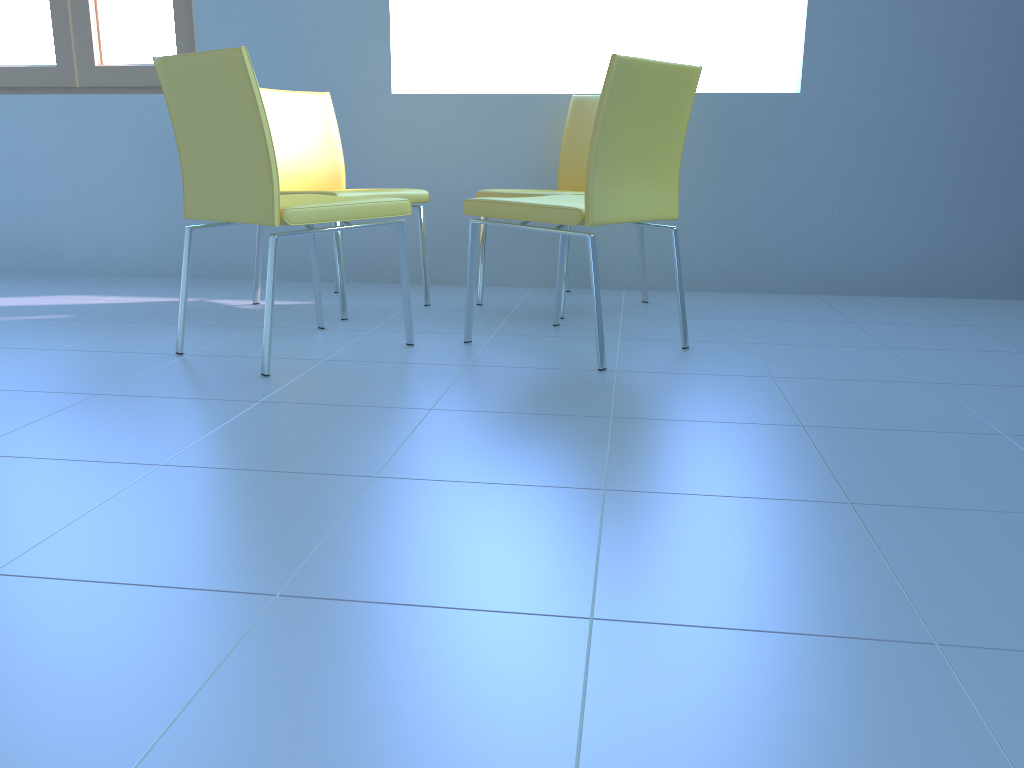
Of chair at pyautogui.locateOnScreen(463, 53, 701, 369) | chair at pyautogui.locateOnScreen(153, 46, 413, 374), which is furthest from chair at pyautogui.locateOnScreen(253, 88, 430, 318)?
chair at pyautogui.locateOnScreen(463, 53, 701, 369)

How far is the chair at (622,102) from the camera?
1.97m

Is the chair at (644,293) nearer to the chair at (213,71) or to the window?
the chair at (213,71)

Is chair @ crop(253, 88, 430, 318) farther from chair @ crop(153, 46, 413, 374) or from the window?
the window

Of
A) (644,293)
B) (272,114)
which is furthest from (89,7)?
(644,293)

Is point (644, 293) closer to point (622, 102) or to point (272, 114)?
point (622, 102)

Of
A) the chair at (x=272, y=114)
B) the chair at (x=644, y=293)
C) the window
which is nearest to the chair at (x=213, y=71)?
the chair at (x=272, y=114)

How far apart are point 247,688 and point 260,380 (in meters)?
1.21

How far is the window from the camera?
3.44m

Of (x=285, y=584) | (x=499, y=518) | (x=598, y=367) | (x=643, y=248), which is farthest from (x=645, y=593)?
(x=643, y=248)
